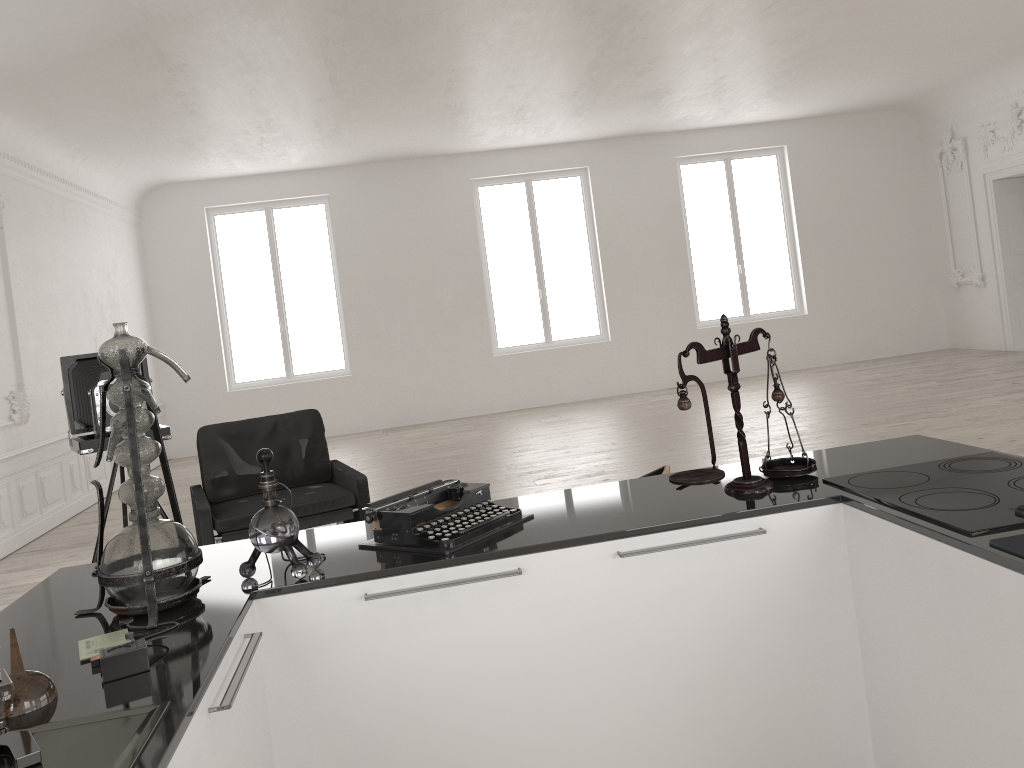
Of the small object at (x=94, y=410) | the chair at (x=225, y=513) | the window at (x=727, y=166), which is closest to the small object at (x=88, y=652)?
the chair at (x=225, y=513)

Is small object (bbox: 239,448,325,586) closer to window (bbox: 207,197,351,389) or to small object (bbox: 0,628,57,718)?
small object (bbox: 0,628,57,718)

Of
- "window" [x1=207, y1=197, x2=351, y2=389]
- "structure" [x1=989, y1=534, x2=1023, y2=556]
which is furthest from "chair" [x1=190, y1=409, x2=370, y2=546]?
"window" [x1=207, y1=197, x2=351, y2=389]

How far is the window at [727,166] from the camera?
13.4m

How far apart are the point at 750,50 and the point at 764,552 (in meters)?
7.93

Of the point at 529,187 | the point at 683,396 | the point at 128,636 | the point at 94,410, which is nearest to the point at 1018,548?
the point at 683,396

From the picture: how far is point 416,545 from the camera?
2.3m

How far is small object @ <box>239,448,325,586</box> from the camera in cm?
212

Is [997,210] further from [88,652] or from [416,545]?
[88,652]

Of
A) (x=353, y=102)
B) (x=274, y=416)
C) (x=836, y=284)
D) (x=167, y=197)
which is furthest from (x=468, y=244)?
(x=274, y=416)
